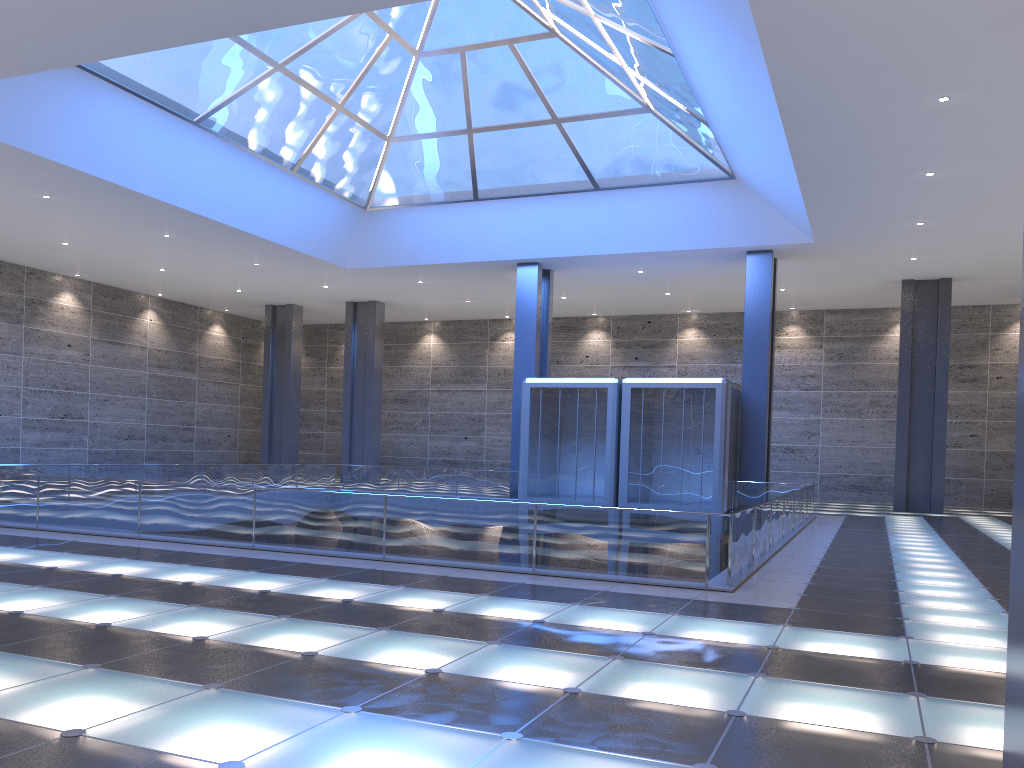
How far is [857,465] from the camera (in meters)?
41.55
